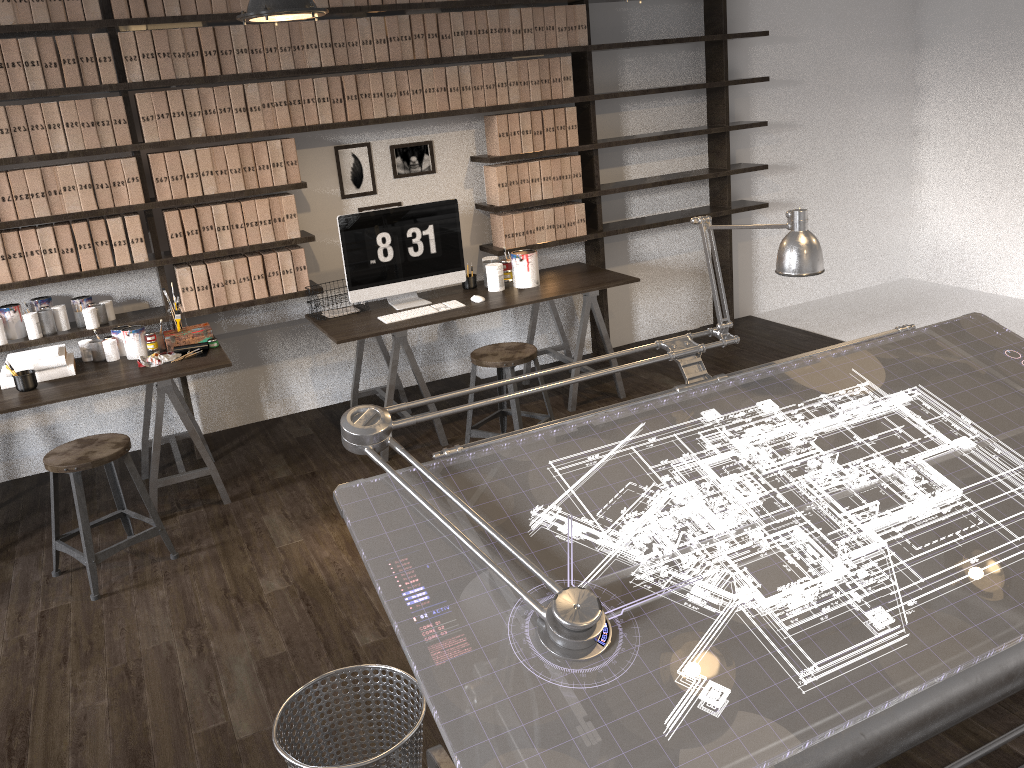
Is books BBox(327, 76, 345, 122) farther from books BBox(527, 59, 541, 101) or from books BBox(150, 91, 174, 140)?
books BBox(527, 59, 541, 101)

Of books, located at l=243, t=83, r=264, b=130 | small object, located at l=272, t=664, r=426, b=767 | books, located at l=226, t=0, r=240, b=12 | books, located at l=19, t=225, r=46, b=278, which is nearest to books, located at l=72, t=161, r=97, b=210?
books, located at l=19, t=225, r=46, b=278

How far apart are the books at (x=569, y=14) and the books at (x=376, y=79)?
1.13m

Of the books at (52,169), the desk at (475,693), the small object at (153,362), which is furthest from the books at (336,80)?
the desk at (475,693)

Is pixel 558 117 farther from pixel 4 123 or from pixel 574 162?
pixel 4 123

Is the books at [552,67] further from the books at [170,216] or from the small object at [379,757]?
the small object at [379,757]

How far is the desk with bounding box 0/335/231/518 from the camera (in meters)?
3.69

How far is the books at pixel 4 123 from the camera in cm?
383

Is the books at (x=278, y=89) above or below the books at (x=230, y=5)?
below

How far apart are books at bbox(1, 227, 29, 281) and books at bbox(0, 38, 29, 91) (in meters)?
0.61
